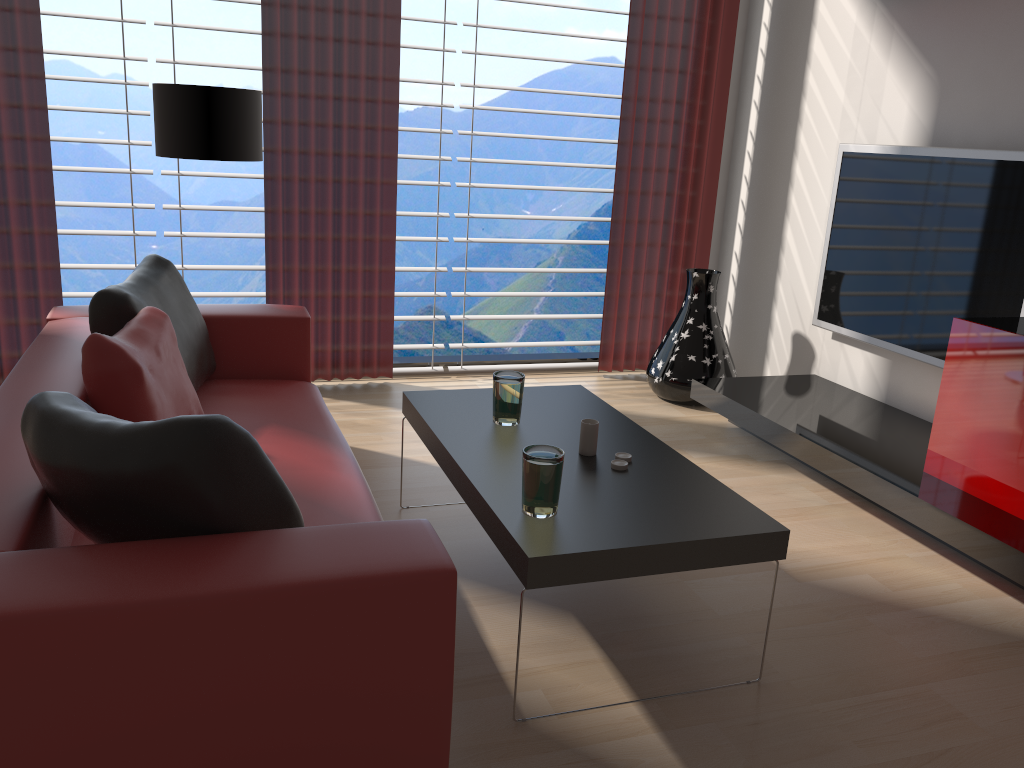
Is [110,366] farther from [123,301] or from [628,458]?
[628,458]

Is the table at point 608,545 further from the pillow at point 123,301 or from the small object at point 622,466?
the pillow at point 123,301

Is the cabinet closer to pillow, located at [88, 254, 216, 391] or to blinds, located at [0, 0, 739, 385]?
blinds, located at [0, 0, 739, 385]

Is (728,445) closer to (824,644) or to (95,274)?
(824,644)

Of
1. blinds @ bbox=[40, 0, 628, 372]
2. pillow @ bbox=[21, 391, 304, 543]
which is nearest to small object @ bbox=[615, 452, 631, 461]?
pillow @ bbox=[21, 391, 304, 543]

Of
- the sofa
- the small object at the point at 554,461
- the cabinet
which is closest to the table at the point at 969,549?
the cabinet

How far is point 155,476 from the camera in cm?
209

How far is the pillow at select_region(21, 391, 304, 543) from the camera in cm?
209

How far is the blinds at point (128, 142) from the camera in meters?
5.6 m

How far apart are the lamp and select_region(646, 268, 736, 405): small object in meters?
3.0 m
